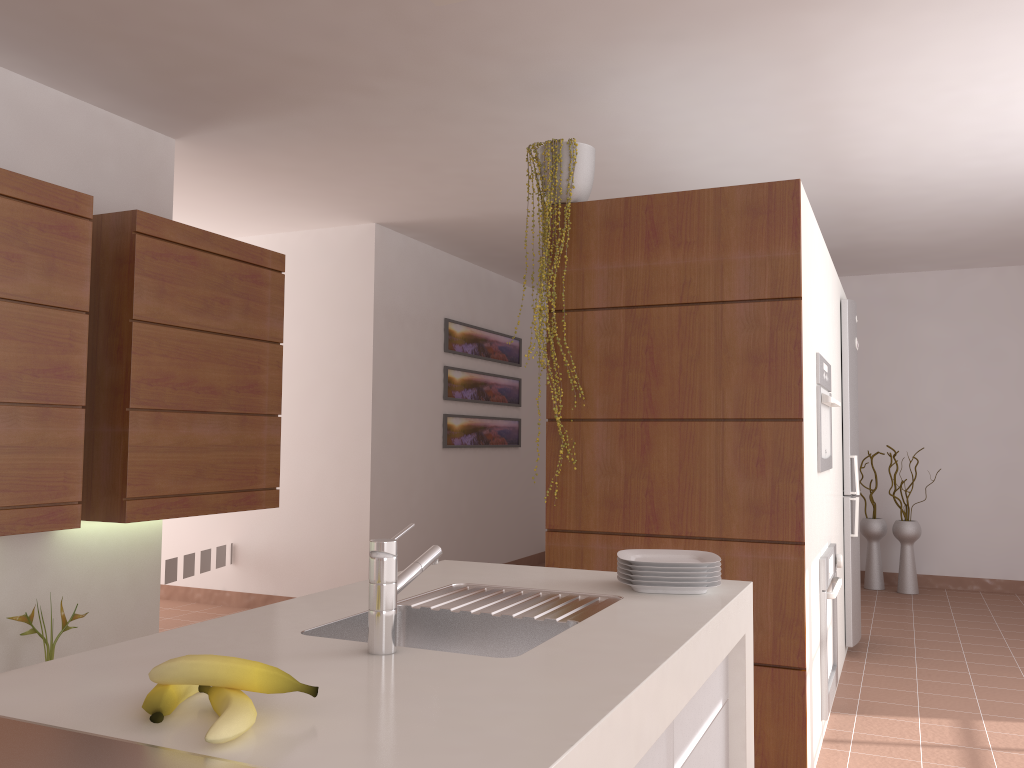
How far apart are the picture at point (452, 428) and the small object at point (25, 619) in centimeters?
334cm

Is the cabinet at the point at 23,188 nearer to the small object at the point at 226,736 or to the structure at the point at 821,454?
the small object at the point at 226,736

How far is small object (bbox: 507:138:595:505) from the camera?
3.2 meters

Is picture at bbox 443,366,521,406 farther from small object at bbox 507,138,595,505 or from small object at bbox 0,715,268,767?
small object at bbox 0,715,268,767

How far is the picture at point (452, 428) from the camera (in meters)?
6.56

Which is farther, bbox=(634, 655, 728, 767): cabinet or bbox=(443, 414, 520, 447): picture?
bbox=(443, 414, 520, 447): picture

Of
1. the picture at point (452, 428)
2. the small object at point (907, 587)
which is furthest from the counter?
the small object at point (907, 587)

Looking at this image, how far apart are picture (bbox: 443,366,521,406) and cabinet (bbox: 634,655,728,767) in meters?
4.6 m

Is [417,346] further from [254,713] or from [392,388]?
[254,713]

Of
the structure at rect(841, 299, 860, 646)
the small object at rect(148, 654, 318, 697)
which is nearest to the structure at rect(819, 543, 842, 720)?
the structure at rect(841, 299, 860, 646)
